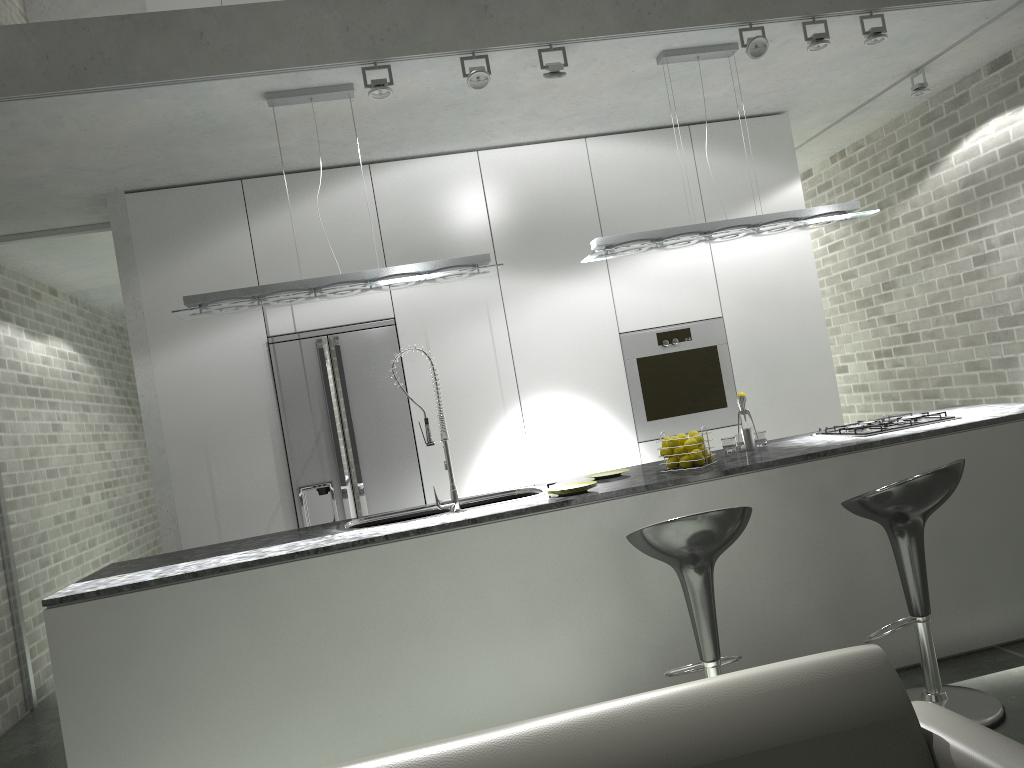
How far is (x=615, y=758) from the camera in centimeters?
183cm

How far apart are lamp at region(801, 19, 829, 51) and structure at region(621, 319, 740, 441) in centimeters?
185cm

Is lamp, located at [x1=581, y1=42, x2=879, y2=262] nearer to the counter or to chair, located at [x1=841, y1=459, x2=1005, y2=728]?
the counter

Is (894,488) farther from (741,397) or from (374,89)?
(374,89)

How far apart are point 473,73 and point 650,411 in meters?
2.5 m

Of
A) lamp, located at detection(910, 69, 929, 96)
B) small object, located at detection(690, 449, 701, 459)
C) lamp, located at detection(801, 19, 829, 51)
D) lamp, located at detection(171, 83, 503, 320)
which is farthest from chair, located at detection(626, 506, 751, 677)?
lamp, located at detection(910, 69, 929, 96)

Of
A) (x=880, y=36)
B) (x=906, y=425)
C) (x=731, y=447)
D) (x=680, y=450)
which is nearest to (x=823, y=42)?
(x=880, y=36)

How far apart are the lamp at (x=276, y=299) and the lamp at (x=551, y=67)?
0.9m

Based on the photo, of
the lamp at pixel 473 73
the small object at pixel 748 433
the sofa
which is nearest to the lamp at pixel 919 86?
the small object at pixel 748 433

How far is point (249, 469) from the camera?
5.2m
